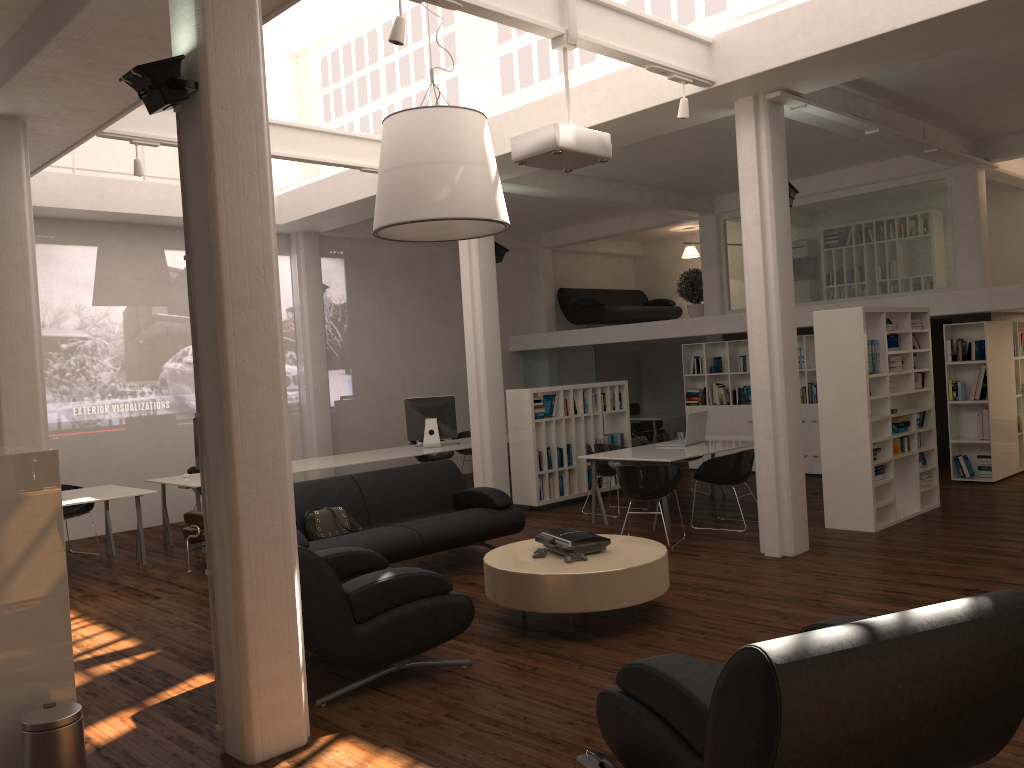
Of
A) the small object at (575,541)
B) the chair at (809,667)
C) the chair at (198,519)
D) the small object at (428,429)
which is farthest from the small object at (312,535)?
the small object at (428,429)

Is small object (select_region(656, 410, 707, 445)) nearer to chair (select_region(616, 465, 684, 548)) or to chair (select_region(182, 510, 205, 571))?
chair (select_region(616, 465, 684, 548))

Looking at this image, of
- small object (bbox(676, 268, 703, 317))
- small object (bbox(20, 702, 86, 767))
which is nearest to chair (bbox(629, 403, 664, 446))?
small object (bbox(676, 268, 703, 317))

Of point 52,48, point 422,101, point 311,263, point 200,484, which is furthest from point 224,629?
point 311,263

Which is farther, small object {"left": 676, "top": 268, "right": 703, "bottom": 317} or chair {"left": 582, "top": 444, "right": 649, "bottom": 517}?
small object {"left": 676, "top": 268, "right": 703, "bottom": 317}

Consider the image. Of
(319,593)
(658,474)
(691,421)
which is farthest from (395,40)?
(691,421)

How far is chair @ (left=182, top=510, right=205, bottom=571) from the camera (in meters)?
10.70

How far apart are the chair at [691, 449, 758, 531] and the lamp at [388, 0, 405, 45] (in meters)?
6.86

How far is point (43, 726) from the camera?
4.81m

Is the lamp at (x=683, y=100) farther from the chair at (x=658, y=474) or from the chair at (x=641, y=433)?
the chair at (x=641, y=433)
